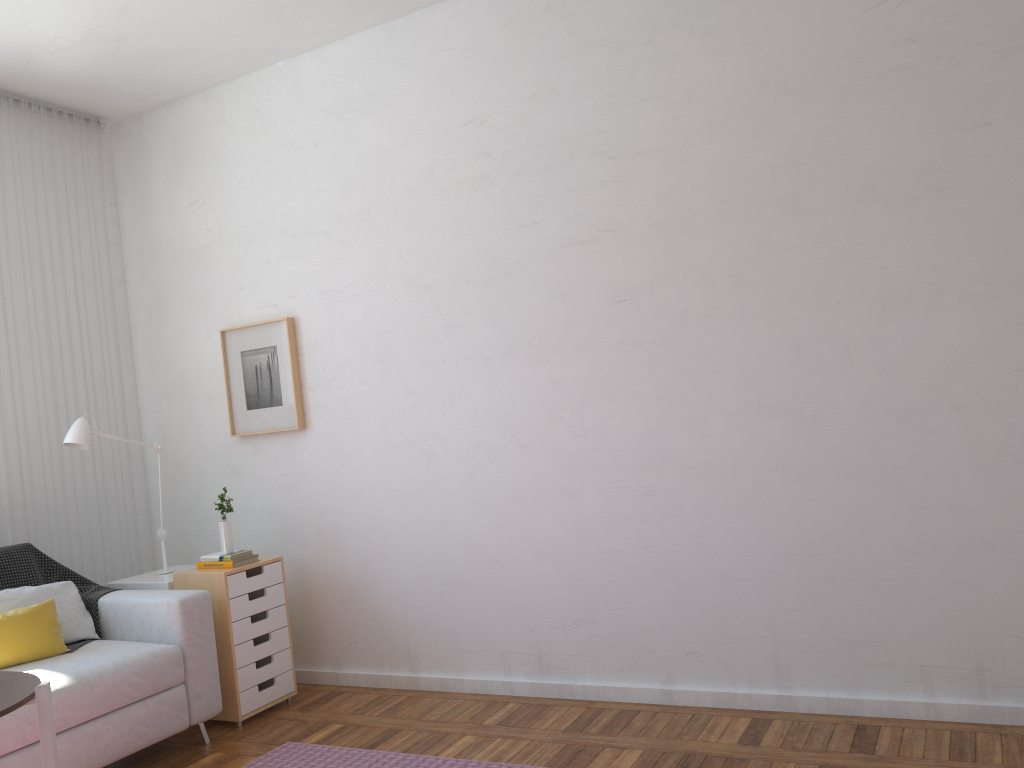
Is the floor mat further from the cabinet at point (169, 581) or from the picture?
the picture

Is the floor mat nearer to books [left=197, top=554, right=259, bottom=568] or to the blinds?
books [left=197, top=554, right=259, bottom=568]

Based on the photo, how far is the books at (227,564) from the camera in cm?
373

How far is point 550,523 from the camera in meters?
3.6

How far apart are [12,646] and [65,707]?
0.38m

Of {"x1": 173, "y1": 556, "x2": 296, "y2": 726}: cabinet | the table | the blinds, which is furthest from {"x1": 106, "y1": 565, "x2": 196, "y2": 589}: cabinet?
the table

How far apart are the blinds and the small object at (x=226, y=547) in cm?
89

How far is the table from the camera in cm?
189

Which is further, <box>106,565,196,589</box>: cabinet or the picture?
the picture

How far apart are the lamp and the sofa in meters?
0.5
